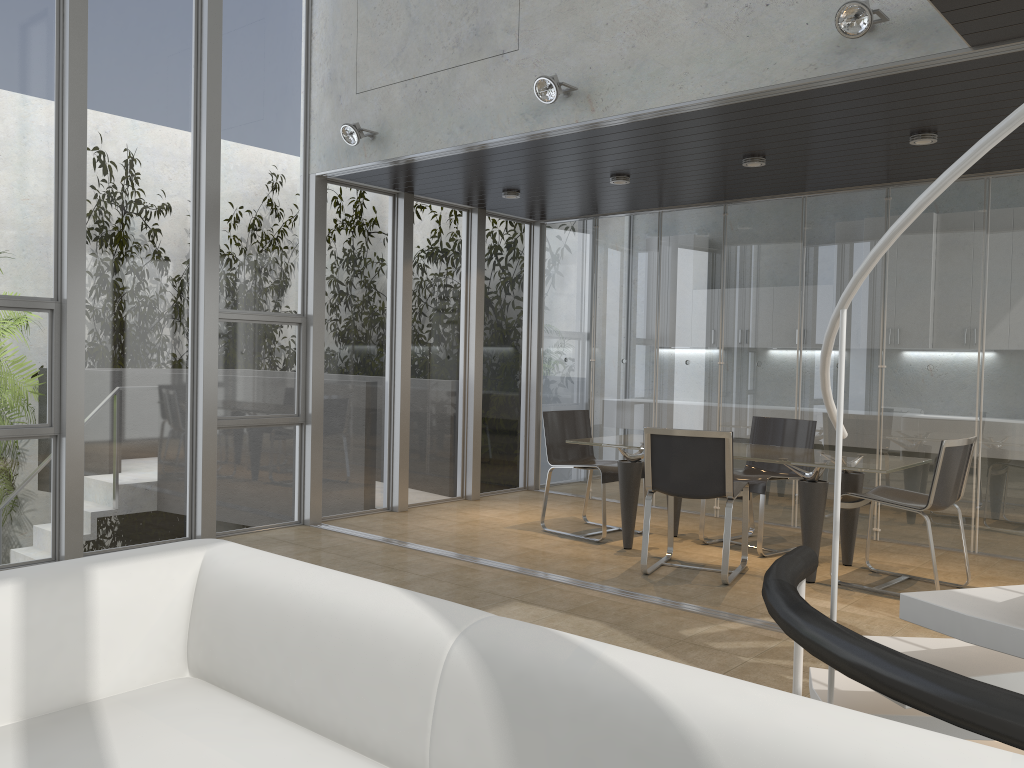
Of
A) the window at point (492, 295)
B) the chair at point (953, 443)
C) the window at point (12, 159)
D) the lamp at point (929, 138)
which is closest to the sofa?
the window at point (12, 159)

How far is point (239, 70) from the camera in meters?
6.3

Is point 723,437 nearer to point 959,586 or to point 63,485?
point 959,586

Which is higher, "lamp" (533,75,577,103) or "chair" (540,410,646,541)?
"lamp" (533,75,577,103)

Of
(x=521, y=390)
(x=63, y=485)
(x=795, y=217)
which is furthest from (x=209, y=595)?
(x=521, y=390)

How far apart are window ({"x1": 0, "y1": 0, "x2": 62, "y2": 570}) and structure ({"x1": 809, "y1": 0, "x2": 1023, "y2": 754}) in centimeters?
461cm

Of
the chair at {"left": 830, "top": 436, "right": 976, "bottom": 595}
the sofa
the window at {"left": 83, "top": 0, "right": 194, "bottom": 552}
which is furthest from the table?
the sofa

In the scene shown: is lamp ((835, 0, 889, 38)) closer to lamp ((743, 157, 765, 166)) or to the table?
lamp ((743, 157, 765, 166))

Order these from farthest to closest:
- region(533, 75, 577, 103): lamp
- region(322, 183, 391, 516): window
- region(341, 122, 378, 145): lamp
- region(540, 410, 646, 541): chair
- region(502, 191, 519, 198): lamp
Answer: region(502, 191, 519, 198): lamp → region(322, 183, 391, 516): window → region(540, 410, 646, 541): chair → region(341, 122, 378, 145): lamp → region(533, 75, 577, 103): lamp

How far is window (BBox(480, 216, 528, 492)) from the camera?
8.50m
